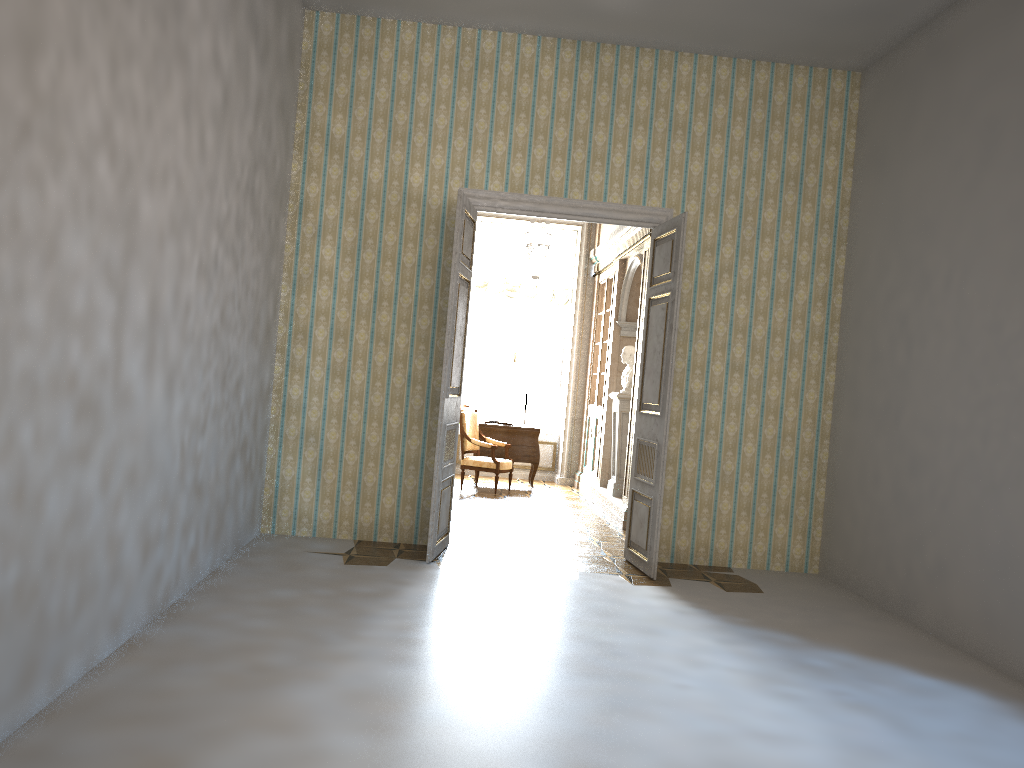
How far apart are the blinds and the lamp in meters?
1.0 m

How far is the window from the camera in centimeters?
1272cm

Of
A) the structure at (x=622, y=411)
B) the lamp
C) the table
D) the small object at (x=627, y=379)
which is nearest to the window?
the table

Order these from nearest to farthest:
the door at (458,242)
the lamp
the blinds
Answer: the door at (458,242) < the lamp < the blinds

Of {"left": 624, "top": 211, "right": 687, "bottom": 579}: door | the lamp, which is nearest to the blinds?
the lamp

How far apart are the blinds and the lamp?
1.0m

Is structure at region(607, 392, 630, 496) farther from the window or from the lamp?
the window

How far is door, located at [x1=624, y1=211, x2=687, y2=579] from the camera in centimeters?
638cm

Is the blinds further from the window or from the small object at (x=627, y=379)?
the small object at (x=627, y=379)

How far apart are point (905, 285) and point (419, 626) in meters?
4.1
